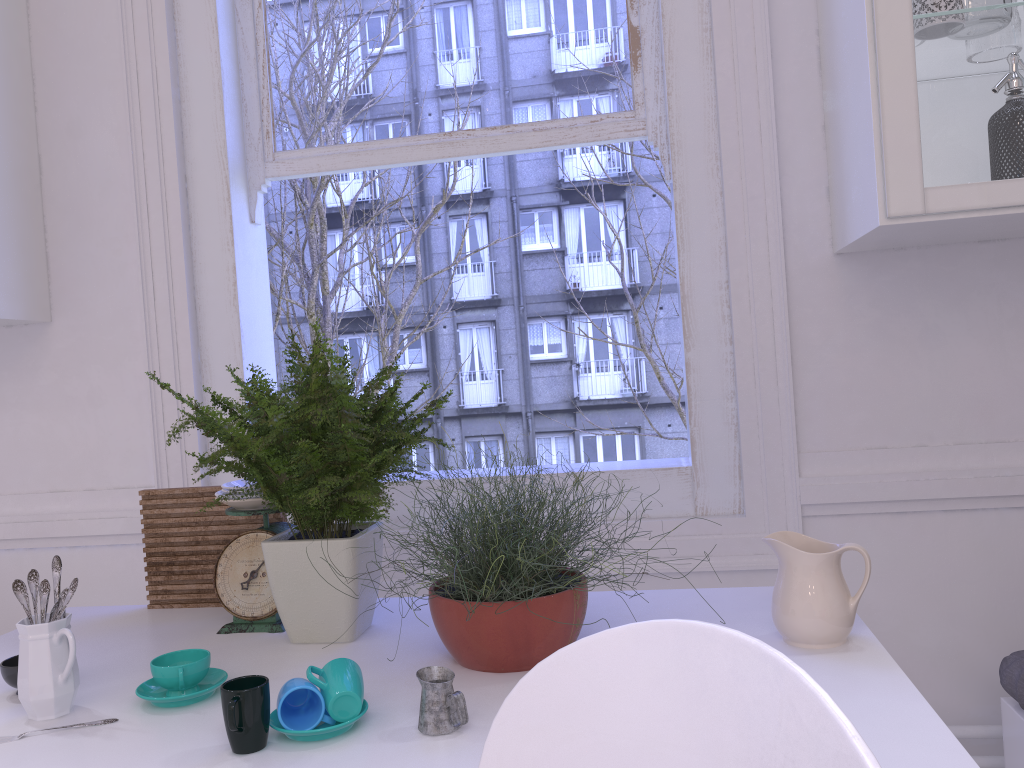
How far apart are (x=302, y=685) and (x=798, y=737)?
0.7m

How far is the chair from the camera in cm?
57

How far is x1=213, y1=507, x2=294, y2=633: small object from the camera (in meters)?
1.55

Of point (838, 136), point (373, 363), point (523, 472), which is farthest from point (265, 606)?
point (373, 363)

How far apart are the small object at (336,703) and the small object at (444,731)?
0.1 meters

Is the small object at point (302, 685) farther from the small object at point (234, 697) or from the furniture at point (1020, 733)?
the furniture at point (1020, 733)

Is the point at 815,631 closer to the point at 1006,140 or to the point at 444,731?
the point at 444,731

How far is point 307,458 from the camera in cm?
136

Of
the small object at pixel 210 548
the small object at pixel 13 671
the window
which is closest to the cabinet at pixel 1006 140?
the window

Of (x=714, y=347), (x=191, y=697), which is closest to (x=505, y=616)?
(x=191, y=697)
